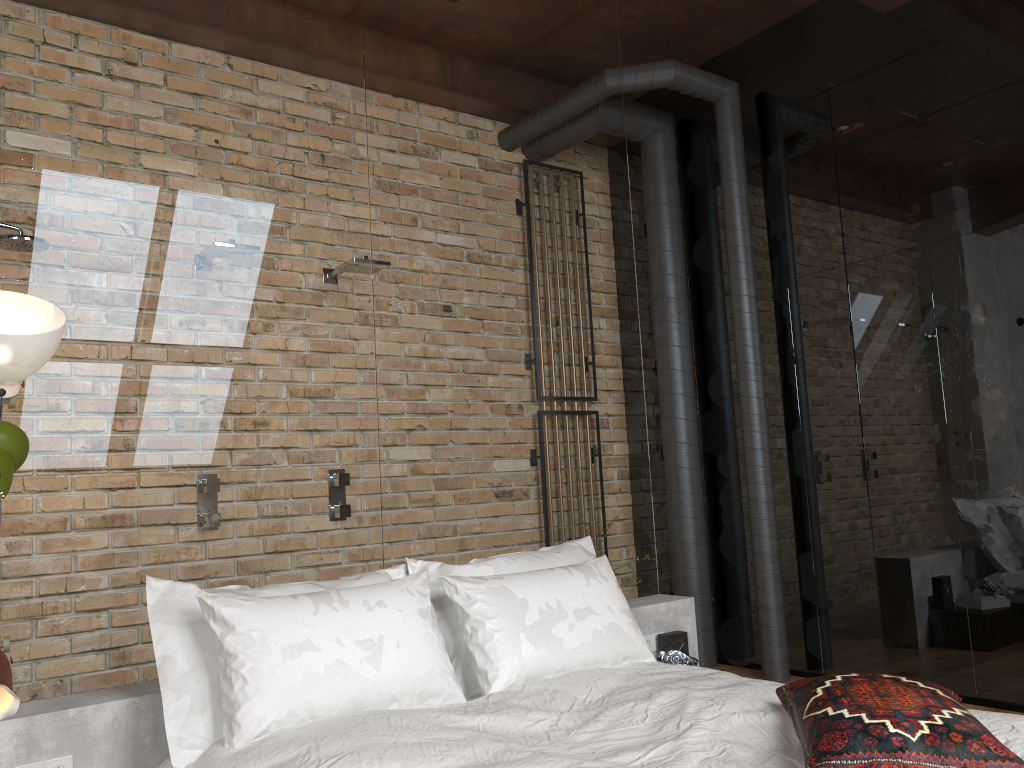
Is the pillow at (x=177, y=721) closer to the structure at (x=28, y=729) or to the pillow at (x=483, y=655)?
the pillow at (x=483, y=655)

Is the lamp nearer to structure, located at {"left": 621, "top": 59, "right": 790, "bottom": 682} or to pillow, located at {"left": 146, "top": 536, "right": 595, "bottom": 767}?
pillow, located at {"left": 146, "top": 536, "right": 595, "bottom": 767}

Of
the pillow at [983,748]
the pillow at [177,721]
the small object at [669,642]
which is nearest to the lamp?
the pillow at [177,721]

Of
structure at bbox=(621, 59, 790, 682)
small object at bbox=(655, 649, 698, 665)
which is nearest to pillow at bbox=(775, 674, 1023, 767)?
small object at bbox=(655, 649, 698, 665)

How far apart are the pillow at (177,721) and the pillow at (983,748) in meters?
1.0

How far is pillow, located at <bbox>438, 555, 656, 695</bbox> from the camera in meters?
2.8 m

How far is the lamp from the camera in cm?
205

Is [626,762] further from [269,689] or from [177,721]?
[177,721]

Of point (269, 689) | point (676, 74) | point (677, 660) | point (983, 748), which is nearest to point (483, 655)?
point (269, 689)

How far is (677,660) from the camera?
3.4m
